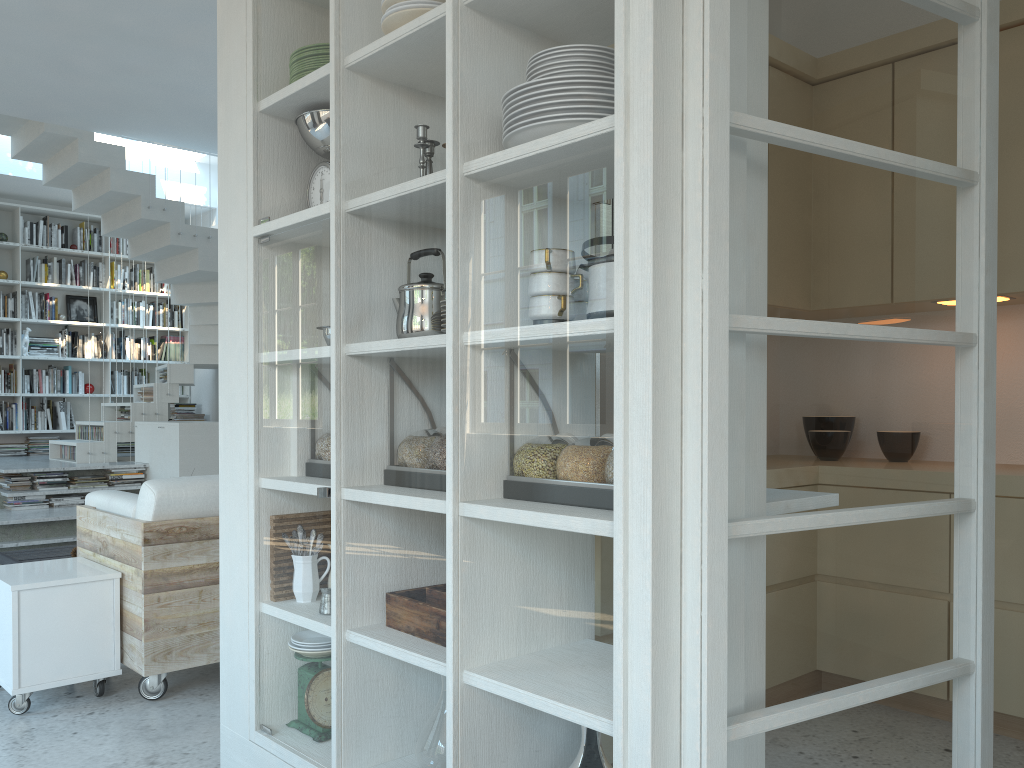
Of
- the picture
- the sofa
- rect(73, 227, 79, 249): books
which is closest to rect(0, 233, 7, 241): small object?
rect(73, 227, 79, 249): books

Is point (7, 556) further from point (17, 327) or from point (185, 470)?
point (17, 327)

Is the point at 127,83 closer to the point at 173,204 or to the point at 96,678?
the point at 173,204

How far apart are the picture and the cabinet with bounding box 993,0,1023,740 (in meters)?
8.71

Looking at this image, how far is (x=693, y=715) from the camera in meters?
1.4

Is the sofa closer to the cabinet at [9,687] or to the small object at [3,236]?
the cabinet at [9,687]

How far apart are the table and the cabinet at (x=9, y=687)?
2.0m

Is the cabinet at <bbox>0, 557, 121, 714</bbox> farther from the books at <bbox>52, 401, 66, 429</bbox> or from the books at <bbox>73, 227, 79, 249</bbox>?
the books at <bbox>73, 227, 79, 249</bbox>

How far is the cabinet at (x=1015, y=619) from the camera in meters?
2.9 m

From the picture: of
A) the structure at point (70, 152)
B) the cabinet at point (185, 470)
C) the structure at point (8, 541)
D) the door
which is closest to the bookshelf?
the structure at point (70, 152)
